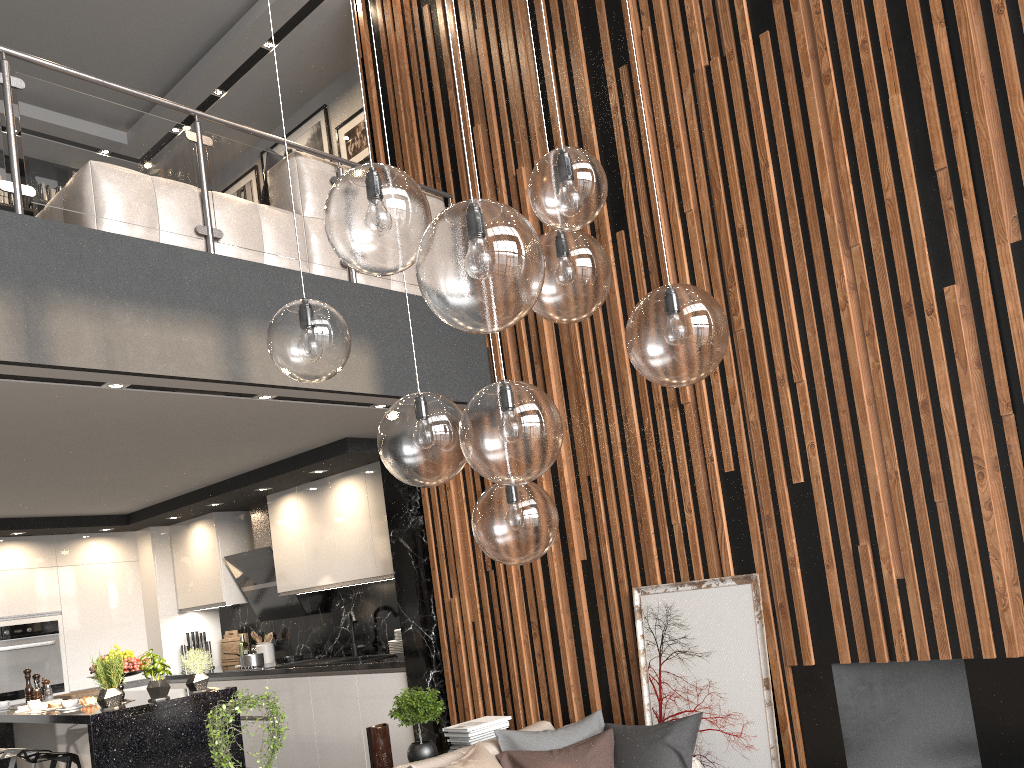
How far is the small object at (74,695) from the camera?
6.2 meters

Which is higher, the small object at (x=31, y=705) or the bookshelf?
the bookshelf

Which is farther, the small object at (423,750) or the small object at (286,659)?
the small object at (286,659)

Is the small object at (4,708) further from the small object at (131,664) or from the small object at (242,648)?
the small object at (242,648)

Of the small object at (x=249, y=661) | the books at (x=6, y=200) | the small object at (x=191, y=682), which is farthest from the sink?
the books at (x=6, y=200)

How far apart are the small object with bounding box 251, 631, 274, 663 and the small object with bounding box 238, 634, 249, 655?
0.3 meters

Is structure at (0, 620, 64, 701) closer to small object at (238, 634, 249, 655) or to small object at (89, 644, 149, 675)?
small object at (238, 634, 249, 655)

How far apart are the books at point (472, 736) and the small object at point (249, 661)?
3.3 meters

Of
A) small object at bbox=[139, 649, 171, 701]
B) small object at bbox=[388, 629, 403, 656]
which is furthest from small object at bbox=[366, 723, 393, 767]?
small object at bbox=[388, 629, 403, 656]

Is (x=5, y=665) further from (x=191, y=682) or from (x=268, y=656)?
(x=191, y=682)
